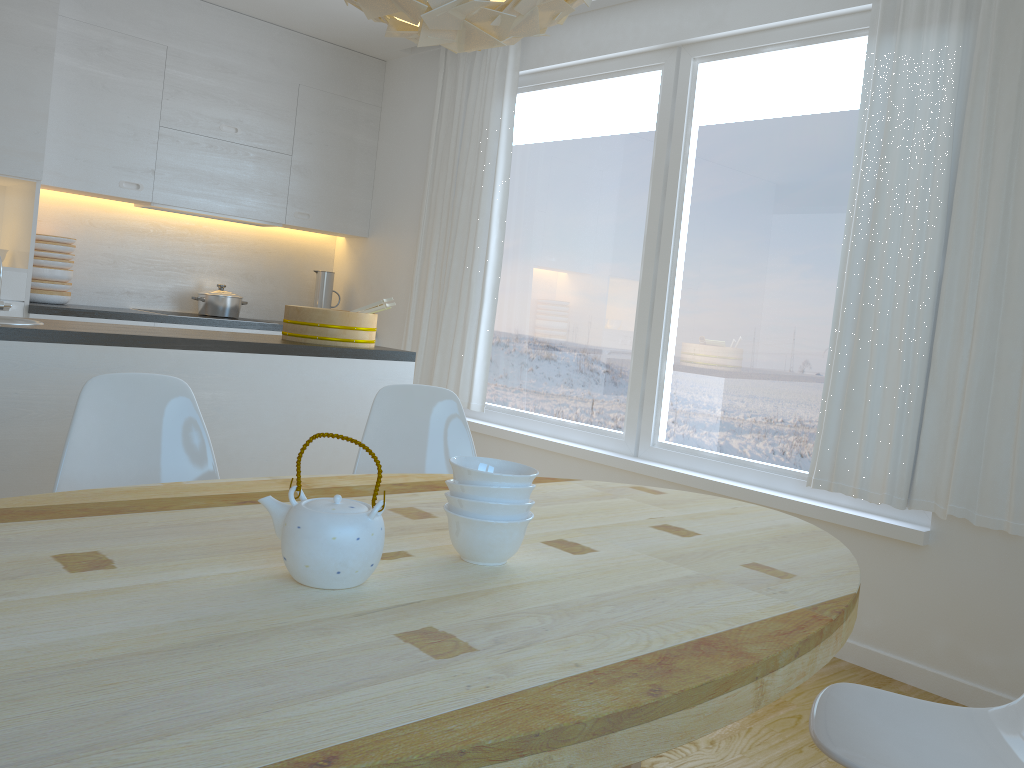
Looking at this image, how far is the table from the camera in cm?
85

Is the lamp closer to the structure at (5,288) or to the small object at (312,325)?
the small object at (312,325)

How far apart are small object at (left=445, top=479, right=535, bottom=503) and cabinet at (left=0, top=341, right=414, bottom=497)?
1.8m

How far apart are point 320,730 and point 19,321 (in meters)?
2.66

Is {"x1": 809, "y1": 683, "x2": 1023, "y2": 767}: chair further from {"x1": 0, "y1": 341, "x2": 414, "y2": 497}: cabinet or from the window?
{"x1": 0, "y1": 341, "x2": 414, "y2": 497}: cabinet

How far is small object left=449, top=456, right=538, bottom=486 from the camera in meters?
1.4

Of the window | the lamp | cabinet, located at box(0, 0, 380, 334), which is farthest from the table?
cabinet, located at box(0, 0, 380, 334)

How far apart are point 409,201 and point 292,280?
1.0 meters

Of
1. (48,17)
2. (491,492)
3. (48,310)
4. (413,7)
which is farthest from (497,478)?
(48,17)

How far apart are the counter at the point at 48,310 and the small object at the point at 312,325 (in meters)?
1.49
